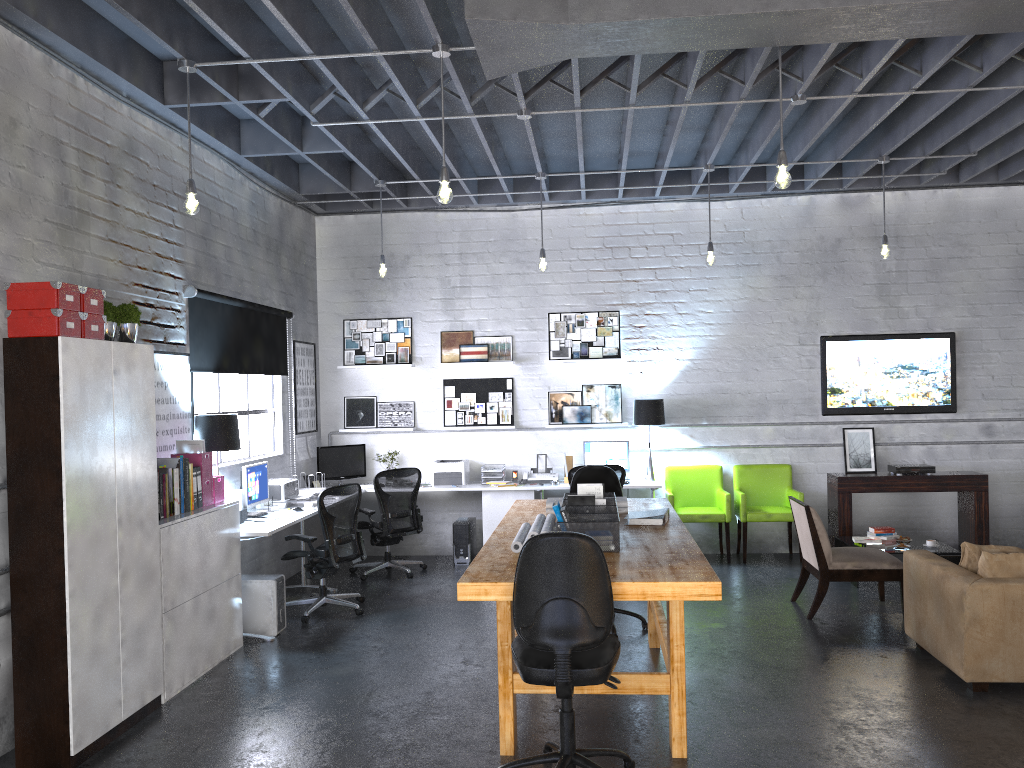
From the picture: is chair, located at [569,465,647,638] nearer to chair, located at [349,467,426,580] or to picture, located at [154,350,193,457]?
chair, located at [349,467,426,580]

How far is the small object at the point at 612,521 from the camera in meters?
4.4 m

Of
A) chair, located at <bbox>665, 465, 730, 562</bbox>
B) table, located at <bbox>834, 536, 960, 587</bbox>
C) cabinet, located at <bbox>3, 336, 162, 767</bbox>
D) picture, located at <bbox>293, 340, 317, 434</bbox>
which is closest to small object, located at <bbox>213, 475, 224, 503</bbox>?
cabinet, located at <bbox>3, 336, 162, 767</bbox>

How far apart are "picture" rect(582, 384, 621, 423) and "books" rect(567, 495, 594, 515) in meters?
4.3 m

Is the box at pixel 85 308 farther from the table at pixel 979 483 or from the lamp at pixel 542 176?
the table at pixel 979 483

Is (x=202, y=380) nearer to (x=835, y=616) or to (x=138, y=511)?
(x=138, y=511)

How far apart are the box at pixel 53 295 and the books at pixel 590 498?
2.74m

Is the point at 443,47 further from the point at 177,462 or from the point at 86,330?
the point at 177,462

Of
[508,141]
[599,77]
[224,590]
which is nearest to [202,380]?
[224,590]

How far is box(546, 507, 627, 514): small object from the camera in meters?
5.6 m
